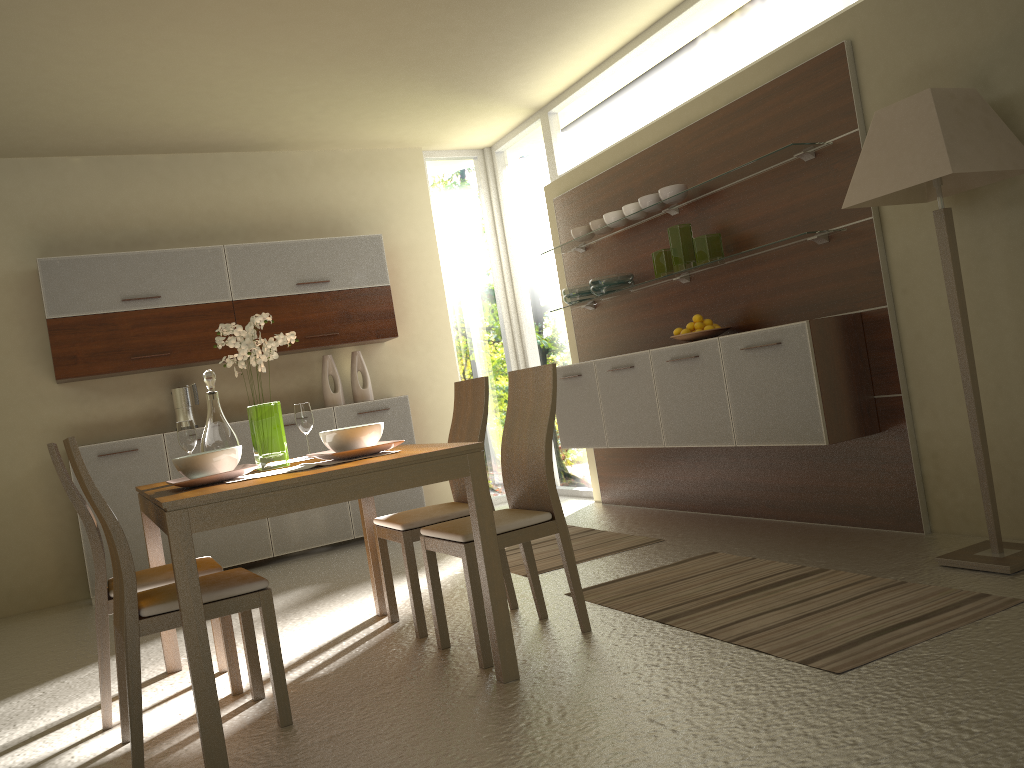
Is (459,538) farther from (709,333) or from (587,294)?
(587,294)

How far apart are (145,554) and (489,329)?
3.2m

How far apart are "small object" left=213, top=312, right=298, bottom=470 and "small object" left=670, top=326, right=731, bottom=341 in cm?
227

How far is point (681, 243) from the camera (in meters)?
4.92

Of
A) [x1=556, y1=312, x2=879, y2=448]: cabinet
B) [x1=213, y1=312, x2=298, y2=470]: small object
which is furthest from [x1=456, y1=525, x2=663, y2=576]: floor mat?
[x1=213, y1=312, x2=298, y2=470]: small object

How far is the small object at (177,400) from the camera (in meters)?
6.07

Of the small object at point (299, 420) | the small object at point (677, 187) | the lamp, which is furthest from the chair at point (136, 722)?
the small object at point (677, 187)

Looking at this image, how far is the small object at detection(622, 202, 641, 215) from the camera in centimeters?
528cm

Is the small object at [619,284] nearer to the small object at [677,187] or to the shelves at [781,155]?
the shelves at [781,155]

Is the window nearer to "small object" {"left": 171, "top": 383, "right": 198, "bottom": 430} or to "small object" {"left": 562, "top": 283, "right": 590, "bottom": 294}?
"small object" {"left": 562, "top": 283, "right": 590, "bottom": 294}
